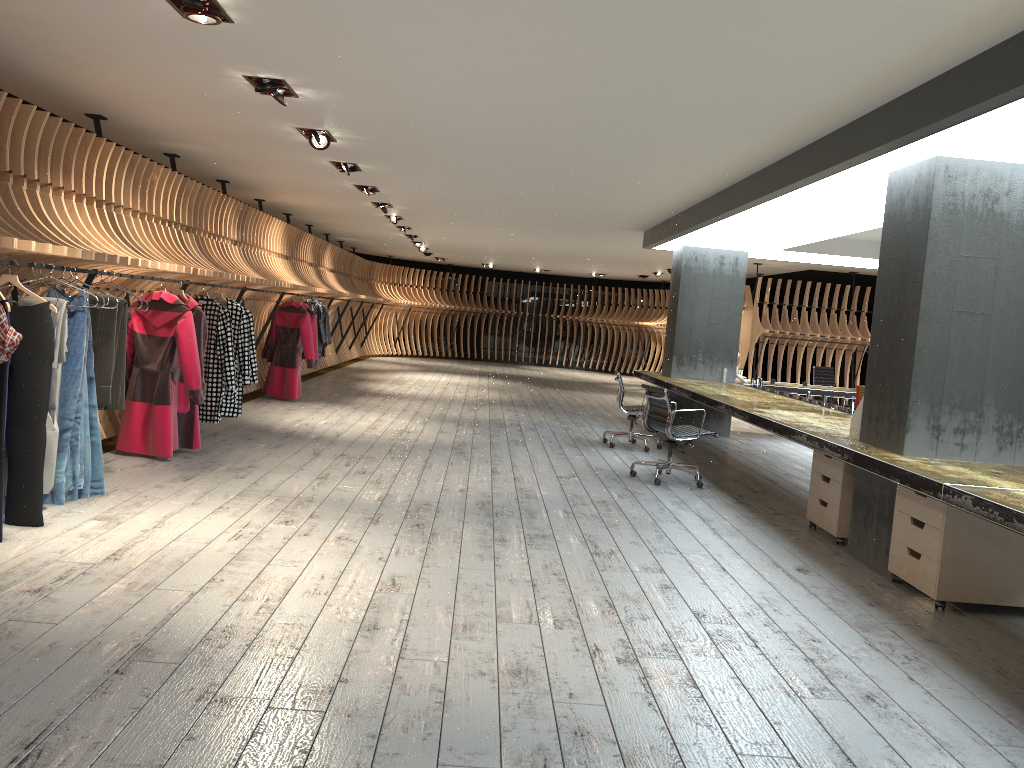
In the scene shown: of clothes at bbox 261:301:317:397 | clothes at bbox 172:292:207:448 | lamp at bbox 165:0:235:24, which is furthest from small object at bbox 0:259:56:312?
clothes at bbox 261:301:317:397

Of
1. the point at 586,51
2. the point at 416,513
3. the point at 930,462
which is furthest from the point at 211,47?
the point at 930,462

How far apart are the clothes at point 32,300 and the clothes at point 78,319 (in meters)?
0.33

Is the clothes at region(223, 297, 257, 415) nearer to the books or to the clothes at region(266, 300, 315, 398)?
the clothes at region(266, 300, 315, 398)

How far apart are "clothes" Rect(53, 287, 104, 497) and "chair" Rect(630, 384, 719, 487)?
4.53m

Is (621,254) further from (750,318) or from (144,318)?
(144,318)

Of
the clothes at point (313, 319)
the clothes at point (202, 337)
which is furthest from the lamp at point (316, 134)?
the clothes at point (313, 319)

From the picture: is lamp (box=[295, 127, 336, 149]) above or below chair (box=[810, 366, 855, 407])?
above

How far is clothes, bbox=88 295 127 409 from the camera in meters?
5.8

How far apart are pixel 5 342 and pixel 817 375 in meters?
12.2 m
